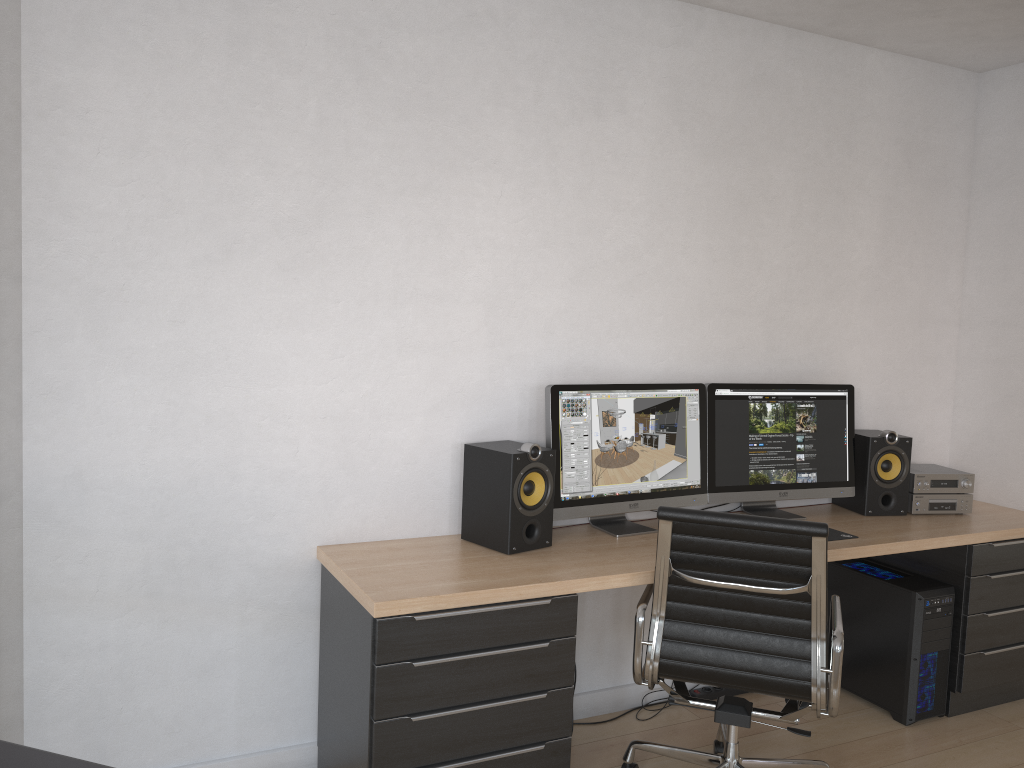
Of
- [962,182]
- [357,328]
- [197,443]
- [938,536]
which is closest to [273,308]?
[357,328]

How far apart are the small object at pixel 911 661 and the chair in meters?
0.8 m

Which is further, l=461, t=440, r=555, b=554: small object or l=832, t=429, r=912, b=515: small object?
l=832, t=429, r=912, b=515: small object

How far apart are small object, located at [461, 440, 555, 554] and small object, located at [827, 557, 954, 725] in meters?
1.5

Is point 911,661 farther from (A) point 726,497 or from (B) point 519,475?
(B) point 519,475

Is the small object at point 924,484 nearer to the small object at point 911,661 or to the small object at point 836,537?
the small object at point 911,661

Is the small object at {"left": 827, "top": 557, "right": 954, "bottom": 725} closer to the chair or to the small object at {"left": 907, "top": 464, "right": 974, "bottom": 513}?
the small object at {"left": 907, "top": 464, "right": 974, "bottom": 513}

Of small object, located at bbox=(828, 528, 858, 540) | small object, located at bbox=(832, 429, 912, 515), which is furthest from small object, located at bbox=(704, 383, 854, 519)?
small object, located at bbox=(828, 528, 858, 540)

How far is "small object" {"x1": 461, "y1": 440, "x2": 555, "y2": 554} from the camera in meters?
2.8

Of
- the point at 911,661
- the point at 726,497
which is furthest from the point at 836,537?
the point at 911,661
